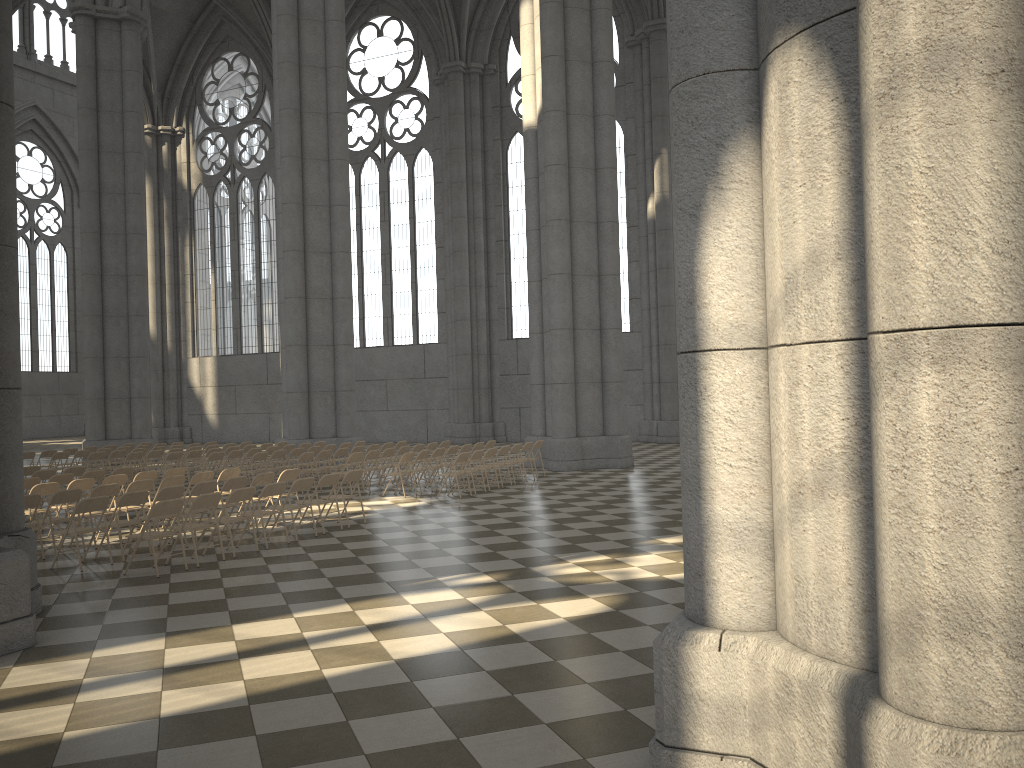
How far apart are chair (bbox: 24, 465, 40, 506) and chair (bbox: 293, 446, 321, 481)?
5.6 meters

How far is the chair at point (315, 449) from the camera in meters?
19.5 m

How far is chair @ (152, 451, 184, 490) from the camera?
18.7 meters

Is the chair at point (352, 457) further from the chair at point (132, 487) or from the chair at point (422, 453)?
the chair at point (132, 487)

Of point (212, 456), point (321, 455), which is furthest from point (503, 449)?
point (212, 456)

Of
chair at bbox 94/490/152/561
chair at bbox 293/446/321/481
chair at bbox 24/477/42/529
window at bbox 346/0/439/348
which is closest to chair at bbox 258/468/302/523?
chair at bbox 94/490/152/561

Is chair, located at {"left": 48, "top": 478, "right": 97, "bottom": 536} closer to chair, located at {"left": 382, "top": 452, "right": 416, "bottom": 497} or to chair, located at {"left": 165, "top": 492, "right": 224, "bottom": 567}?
chair, located at {"left": 165, "top": 492, "right": 224, "bottom": 567}

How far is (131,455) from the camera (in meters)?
19.21

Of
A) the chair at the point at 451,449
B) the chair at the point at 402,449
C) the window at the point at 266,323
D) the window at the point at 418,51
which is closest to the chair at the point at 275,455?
the chair at the point at 402,449

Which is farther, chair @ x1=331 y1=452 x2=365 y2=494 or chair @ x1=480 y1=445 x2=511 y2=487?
chair @ x1=480 y1=445 x2=511 y2=487
